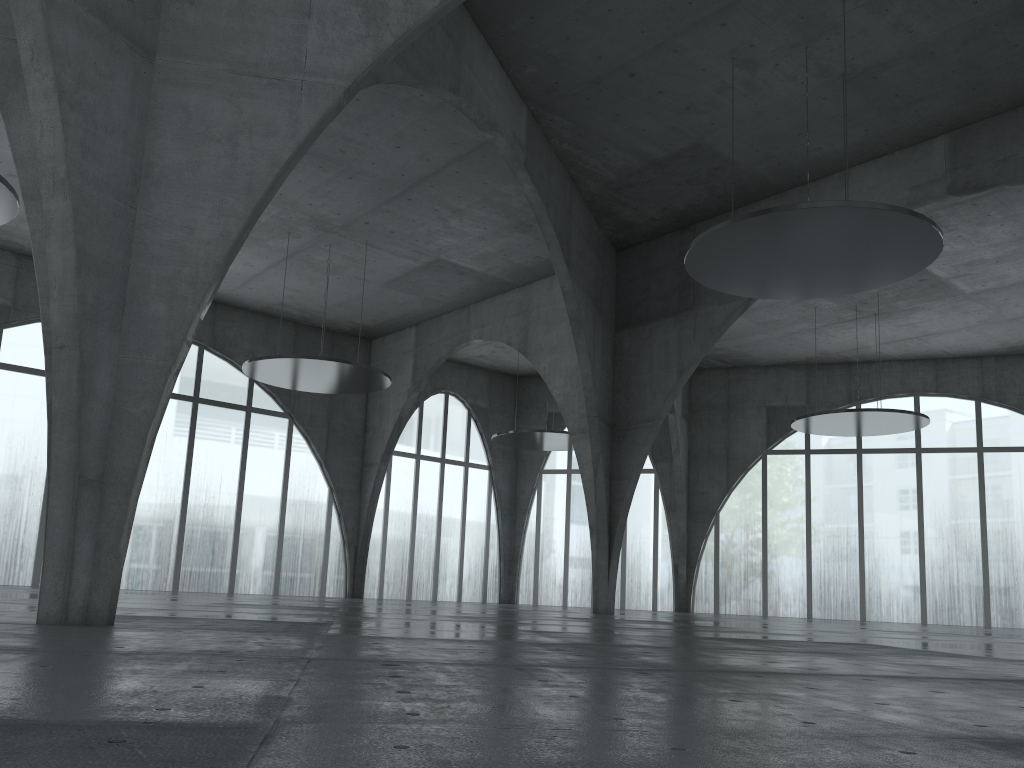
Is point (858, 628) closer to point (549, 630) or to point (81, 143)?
point (549, 630)
